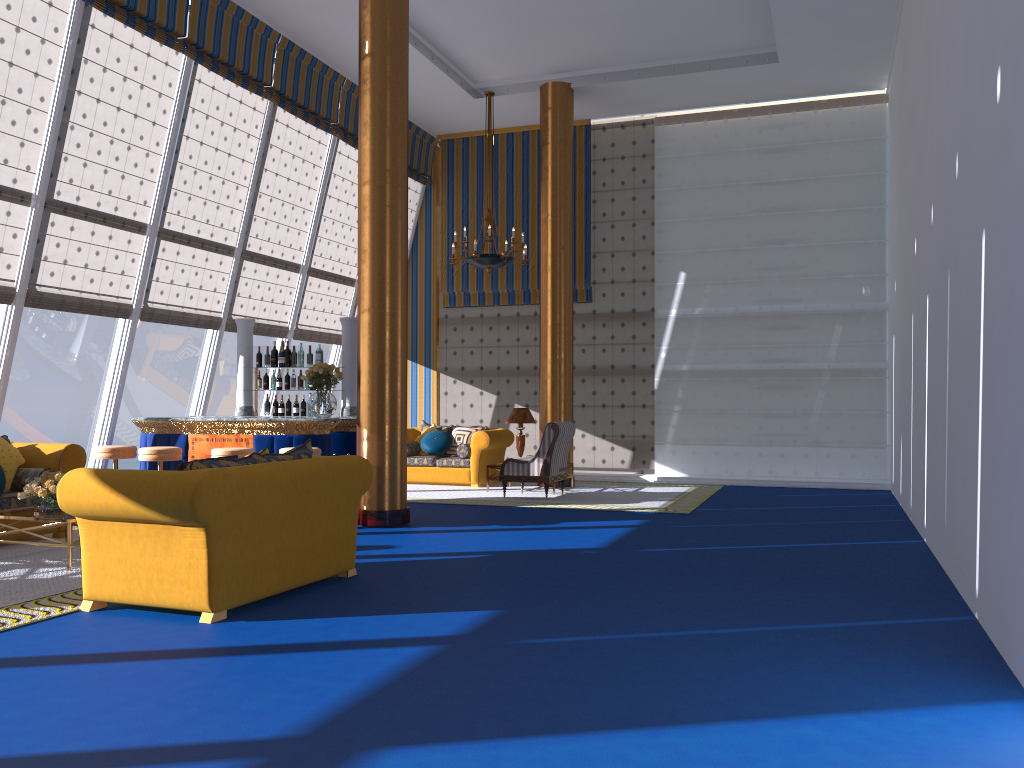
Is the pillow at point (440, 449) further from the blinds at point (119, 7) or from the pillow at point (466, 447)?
the blinds at point (119, 7)

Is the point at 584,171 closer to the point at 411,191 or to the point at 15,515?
the point at 411,191

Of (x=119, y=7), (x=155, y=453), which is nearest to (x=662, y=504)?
(x=155, y=453)

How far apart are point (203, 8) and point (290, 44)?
1.6m

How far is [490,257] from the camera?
11.43m

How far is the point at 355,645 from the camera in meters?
4.4 m

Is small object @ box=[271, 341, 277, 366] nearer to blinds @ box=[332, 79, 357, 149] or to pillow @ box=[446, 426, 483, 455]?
pillow @ box=[446, 426, 483, 455]

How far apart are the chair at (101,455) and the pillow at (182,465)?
4.1m

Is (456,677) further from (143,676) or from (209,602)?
(209,602)

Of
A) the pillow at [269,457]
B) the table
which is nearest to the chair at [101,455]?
the table
